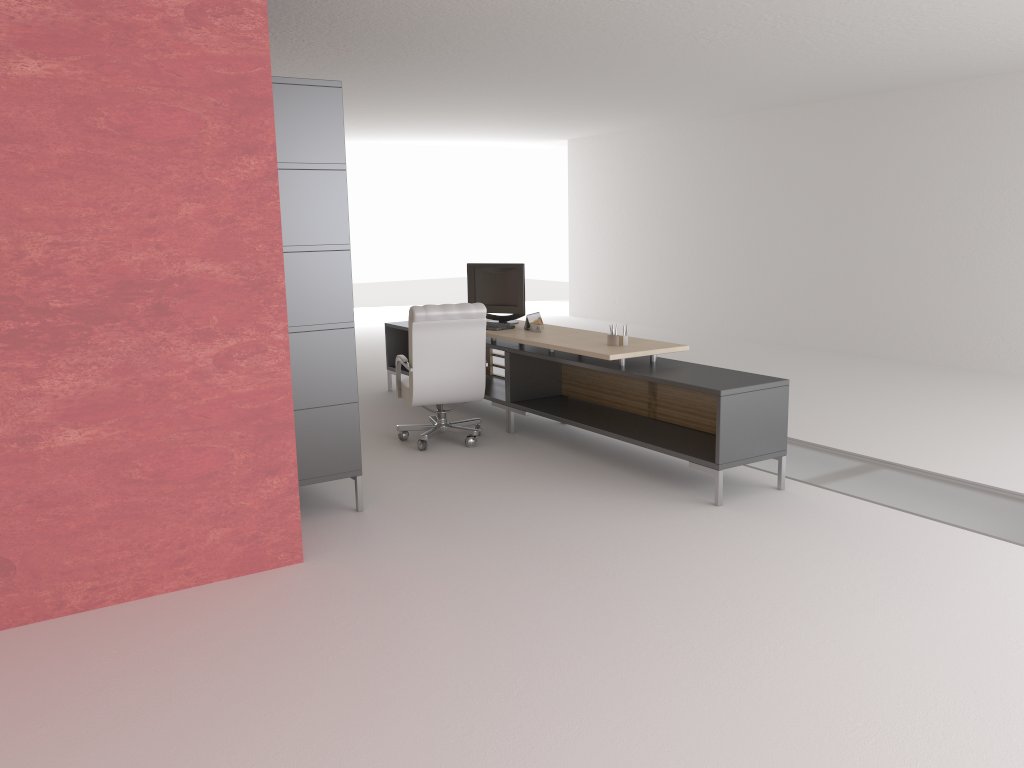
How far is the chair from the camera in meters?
9.5 m

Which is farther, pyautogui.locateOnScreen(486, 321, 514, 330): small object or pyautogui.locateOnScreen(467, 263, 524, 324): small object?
pyautogui.locateOnScreen(467, 263, 524, 324): small object

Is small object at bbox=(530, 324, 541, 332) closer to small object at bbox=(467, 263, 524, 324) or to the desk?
the desk

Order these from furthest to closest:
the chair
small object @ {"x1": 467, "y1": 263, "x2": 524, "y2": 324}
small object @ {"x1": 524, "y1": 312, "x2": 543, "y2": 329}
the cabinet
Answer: small object @ {"x1": 467, "y1": 263, "x2": 524, "y2": 324} → small object @ {"x1": 524, "y1": 312, "x2": 543, "y2": 329} → the chair → the cabinet

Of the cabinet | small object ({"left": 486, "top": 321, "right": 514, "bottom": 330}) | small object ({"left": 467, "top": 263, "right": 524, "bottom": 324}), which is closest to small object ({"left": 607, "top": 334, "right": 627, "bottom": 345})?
small object ({"left": 486, "top": 321, "right": 514, "bottom": 330})

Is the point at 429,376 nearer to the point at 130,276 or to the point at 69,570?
the point at 130,276

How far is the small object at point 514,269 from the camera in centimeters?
1119cm

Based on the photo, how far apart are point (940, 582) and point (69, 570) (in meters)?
5.88

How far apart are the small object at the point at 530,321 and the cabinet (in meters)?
3.44

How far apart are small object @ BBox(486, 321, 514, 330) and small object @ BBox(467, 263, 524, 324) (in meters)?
0.46
